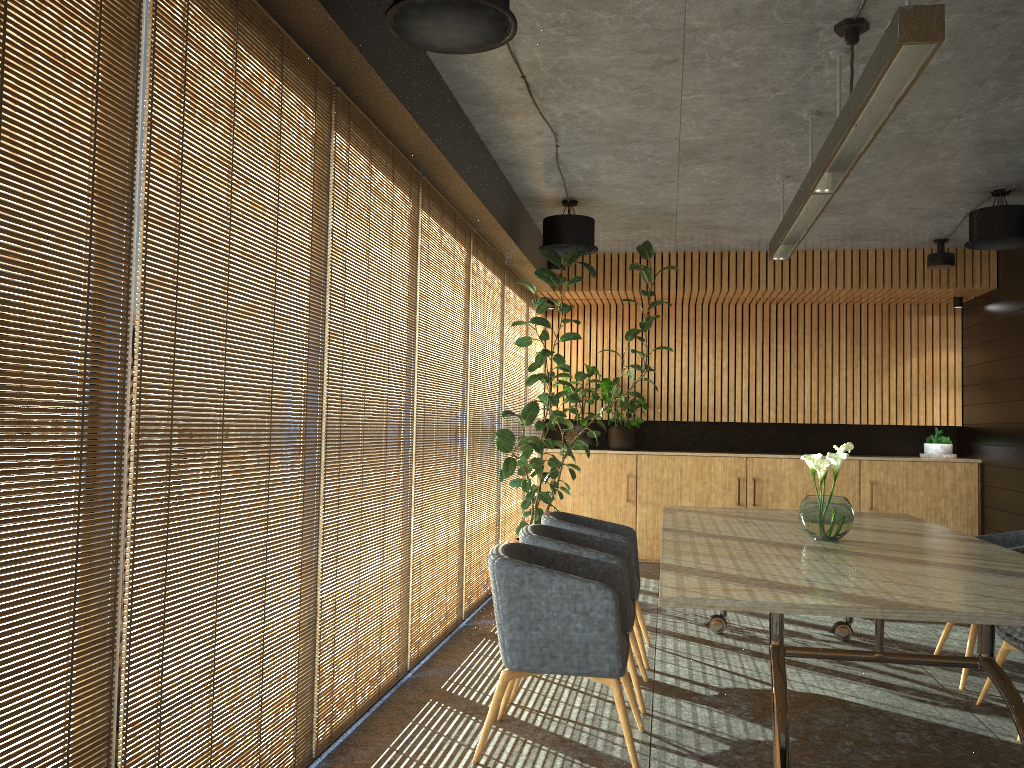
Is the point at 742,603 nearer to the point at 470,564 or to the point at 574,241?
the point at 470,564

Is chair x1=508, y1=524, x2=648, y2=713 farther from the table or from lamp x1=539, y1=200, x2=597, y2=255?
lamp x1=539, y1=200, x2=597, y2=255

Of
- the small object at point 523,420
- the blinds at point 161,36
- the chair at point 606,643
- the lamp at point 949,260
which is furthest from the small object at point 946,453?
the blinds at point 161,36

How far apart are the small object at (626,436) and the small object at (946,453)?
3.21m

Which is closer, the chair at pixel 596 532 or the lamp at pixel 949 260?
the chair at pixel 596 532

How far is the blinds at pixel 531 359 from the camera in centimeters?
1002cm

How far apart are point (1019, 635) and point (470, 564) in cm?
382

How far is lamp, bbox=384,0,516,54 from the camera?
3.3m

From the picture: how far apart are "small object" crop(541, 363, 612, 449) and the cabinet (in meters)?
0.22

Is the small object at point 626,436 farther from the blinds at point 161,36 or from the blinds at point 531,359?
the blinds at point 161,36
